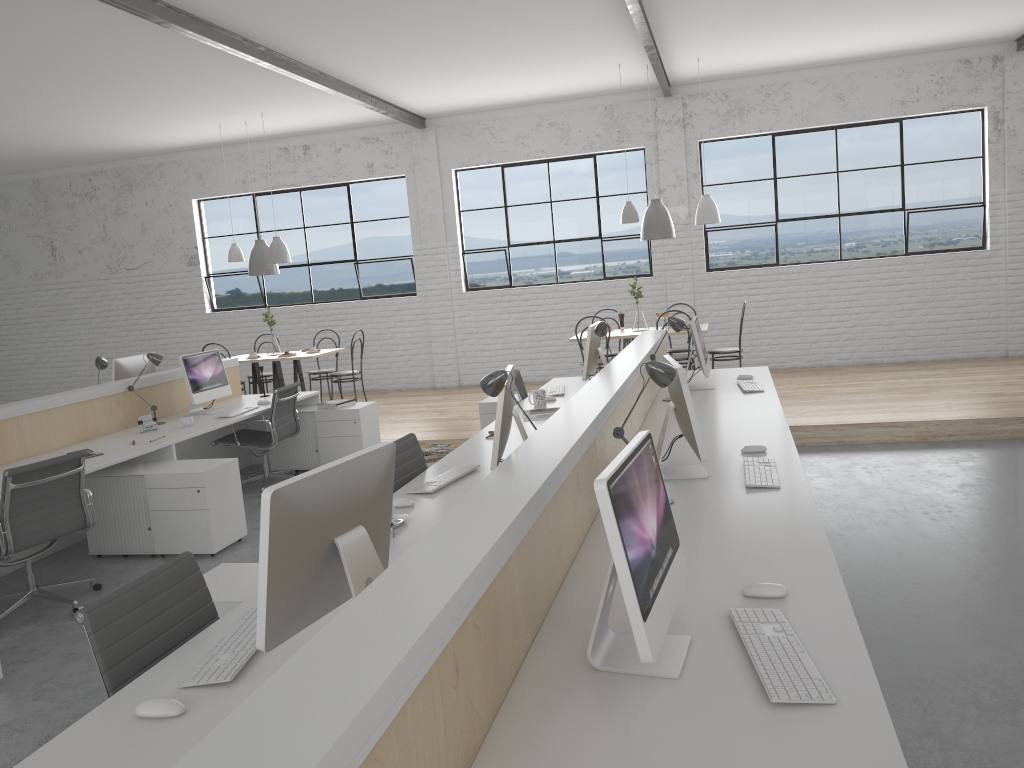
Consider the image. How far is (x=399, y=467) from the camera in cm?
312

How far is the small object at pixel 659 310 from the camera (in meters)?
6.72

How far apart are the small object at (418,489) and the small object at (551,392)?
1.80m

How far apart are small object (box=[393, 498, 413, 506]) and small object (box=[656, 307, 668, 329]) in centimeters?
433cm

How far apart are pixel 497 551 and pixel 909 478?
3.6 meters

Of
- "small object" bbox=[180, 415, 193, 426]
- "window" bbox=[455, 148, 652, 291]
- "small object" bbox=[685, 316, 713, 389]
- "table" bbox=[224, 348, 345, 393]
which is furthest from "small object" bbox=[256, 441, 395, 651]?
"window" bbox=[455, 148, 652, 291]

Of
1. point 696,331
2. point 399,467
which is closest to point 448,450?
point 399,467

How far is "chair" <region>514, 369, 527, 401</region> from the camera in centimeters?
486cm

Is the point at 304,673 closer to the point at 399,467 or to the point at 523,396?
the point at 399,467

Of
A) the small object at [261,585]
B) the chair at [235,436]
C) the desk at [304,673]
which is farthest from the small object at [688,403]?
the chair at [235,436]
